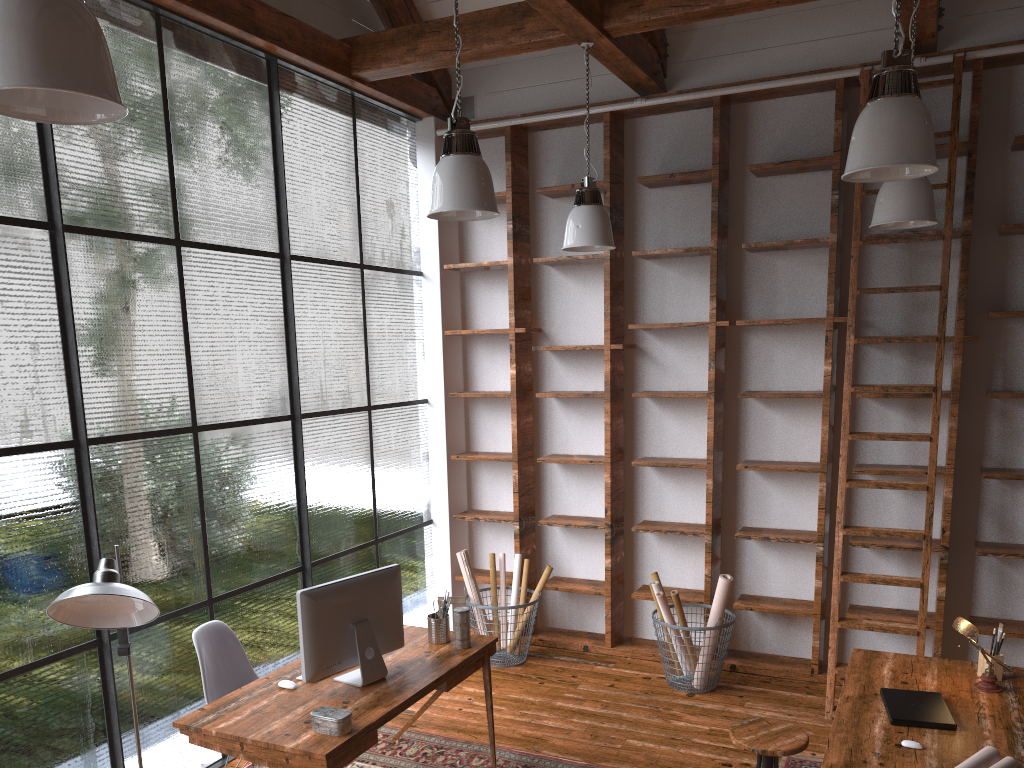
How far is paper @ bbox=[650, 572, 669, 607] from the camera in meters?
5.4

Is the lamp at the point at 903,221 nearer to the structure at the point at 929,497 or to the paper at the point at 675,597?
the structure at the point at 929,497

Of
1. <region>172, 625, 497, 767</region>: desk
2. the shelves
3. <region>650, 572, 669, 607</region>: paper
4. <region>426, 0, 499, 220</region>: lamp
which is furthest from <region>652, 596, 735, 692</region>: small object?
<region>426, 0, 499, 220</region>: lamp

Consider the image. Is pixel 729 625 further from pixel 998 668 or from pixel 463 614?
pixel 463 614

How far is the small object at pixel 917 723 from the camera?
3.1 meters

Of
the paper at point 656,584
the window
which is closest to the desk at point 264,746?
the window

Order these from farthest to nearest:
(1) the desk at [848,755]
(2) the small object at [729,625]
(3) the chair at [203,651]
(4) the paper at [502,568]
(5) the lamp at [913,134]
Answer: (4) the paper at [502,568], (2) the small object at [729,625], (3) the chair at [203,651], (1) the desk at [848,755], (5) the lamp at [913,134]

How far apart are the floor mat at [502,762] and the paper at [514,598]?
1.37m

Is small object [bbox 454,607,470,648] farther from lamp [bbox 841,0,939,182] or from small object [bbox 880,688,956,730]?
lamp [bbox 841,0,939,182]

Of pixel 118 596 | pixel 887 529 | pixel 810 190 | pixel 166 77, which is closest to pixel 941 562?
pixel 887 529
